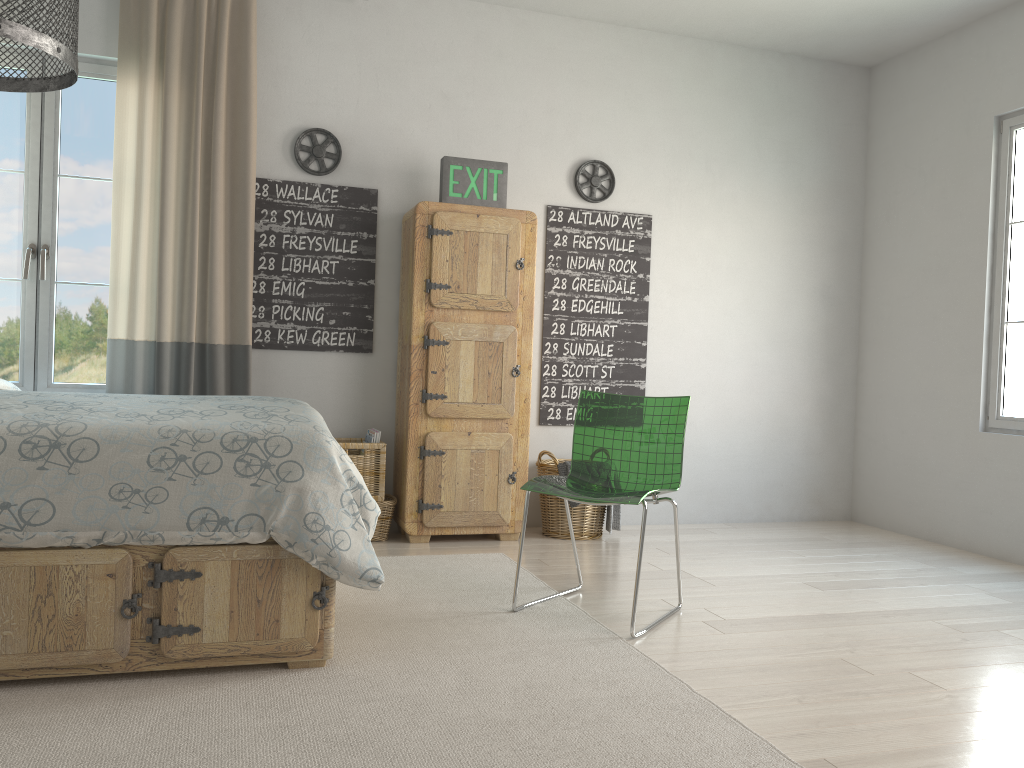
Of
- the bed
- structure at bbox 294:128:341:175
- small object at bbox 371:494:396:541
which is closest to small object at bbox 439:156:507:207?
structure at bbox 294:128:341:175

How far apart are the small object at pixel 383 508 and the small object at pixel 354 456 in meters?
0.0

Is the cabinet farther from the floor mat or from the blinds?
the blinds

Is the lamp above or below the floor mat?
above

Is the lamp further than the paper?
No

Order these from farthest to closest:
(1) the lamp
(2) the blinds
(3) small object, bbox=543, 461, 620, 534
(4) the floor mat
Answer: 1. (3) small object, bbox=543, 461, 620, 534
2. (2) the blinds
3. (4) the floor mat
4. (1) the lamp

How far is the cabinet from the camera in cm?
406

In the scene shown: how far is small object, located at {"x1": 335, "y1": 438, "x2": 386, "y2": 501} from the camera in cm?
404

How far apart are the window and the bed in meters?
1.0

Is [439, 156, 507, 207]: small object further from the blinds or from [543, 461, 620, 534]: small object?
[543, 461, 620, 534]: small object
